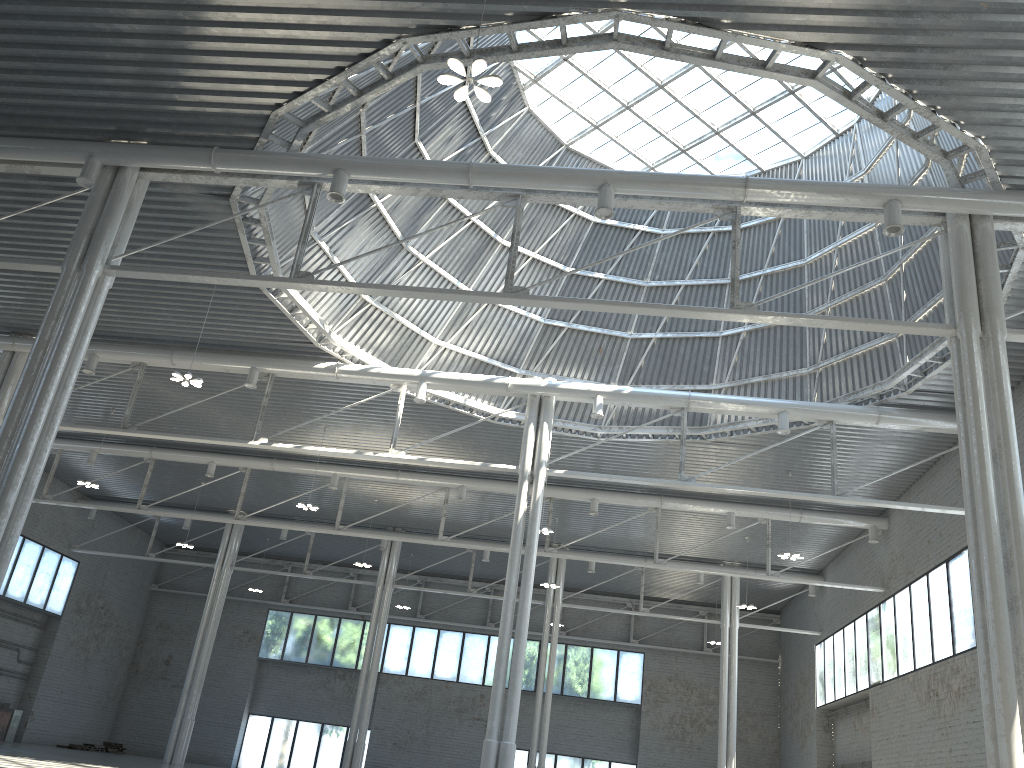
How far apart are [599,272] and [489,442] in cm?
961

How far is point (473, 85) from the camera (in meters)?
33.35
